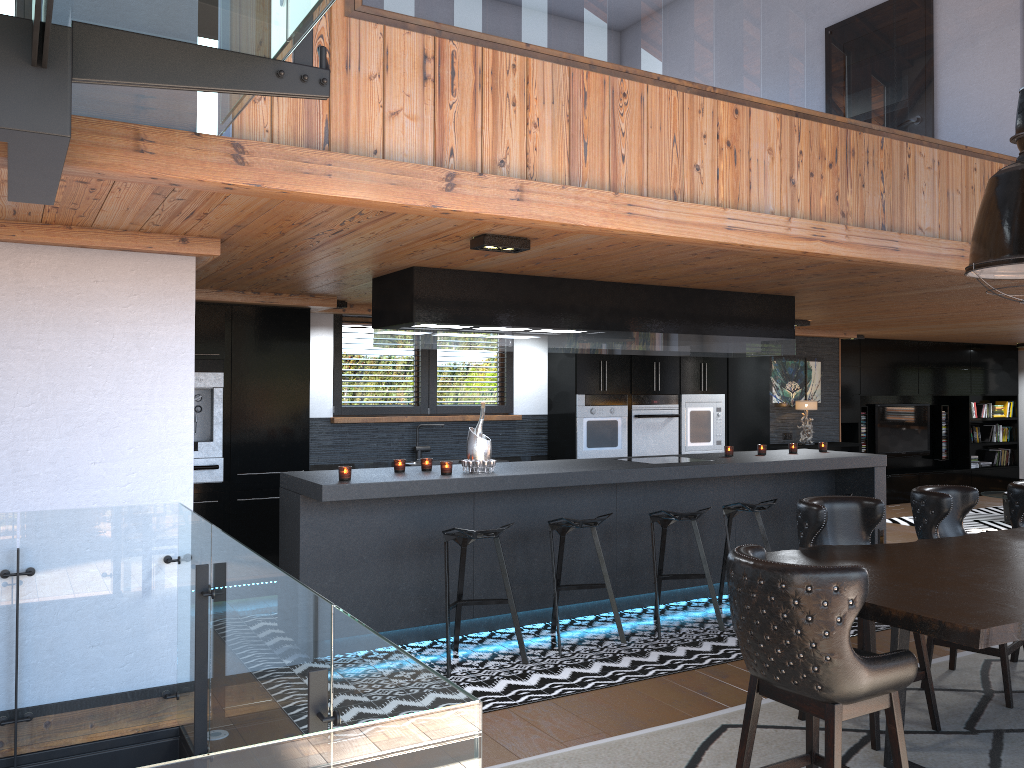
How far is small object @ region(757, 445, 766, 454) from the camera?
7.31m

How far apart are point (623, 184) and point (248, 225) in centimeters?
171cm

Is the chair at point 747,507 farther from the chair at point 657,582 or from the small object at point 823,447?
the small object at point 823,447

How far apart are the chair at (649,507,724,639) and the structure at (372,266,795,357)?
1.16m

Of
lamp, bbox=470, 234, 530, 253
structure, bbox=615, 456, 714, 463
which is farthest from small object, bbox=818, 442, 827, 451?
lamp, bbox=470, 234, 530, 253

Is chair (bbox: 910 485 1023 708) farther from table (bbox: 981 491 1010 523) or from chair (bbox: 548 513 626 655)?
table (bbox: 981 491 1010 523)

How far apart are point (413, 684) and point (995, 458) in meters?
14.7

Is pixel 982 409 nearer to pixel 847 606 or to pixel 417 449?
pixel 417 449

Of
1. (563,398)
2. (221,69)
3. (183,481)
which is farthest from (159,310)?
(563,398)

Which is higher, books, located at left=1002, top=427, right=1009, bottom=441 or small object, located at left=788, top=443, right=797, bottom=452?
small object, located at left=788, top=443, right=797, bottom=452
